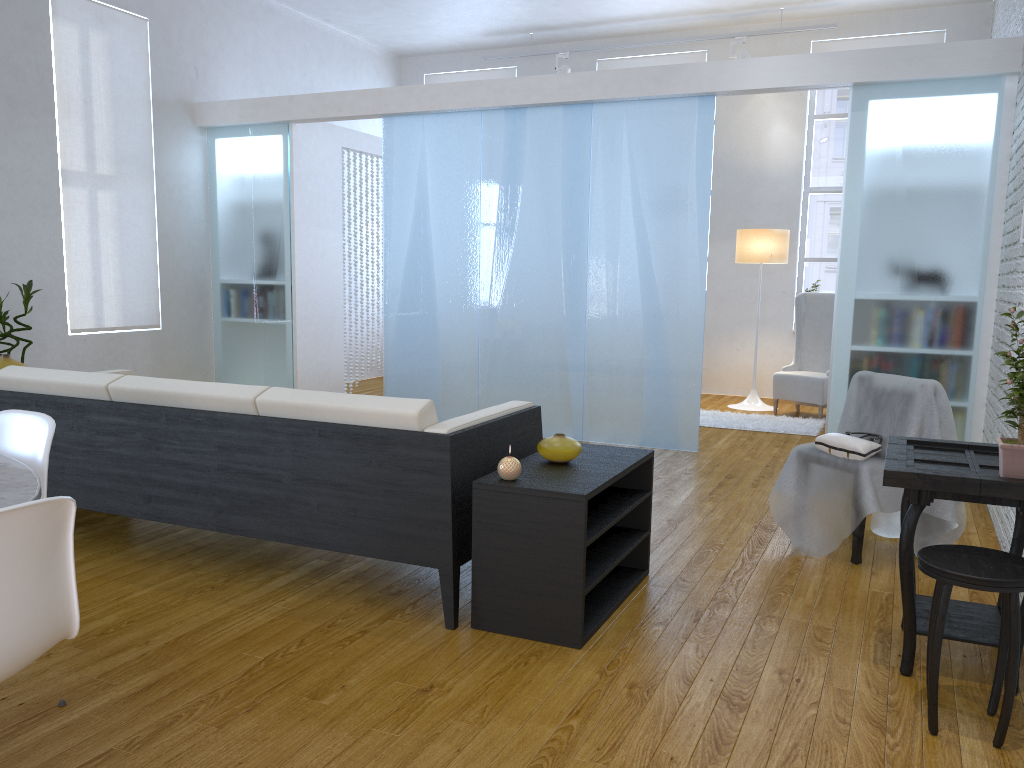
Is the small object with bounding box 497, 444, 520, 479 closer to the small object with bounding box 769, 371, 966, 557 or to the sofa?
the sofa

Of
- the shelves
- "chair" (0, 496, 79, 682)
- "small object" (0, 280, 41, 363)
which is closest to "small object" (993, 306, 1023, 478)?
the shelves

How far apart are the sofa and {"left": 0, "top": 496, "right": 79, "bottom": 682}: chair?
1.2m

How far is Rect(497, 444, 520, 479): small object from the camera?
2.6m

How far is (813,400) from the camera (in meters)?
6.74

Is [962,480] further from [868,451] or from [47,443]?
[47,443]

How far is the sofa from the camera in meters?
2.7 m

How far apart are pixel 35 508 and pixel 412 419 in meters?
1.4

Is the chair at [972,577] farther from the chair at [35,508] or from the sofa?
the chair at [35,508]

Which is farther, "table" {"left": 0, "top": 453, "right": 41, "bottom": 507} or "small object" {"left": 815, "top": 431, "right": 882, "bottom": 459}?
"small object" {"left": 815, "top": 431, "right": 882, "bottom": 459}
